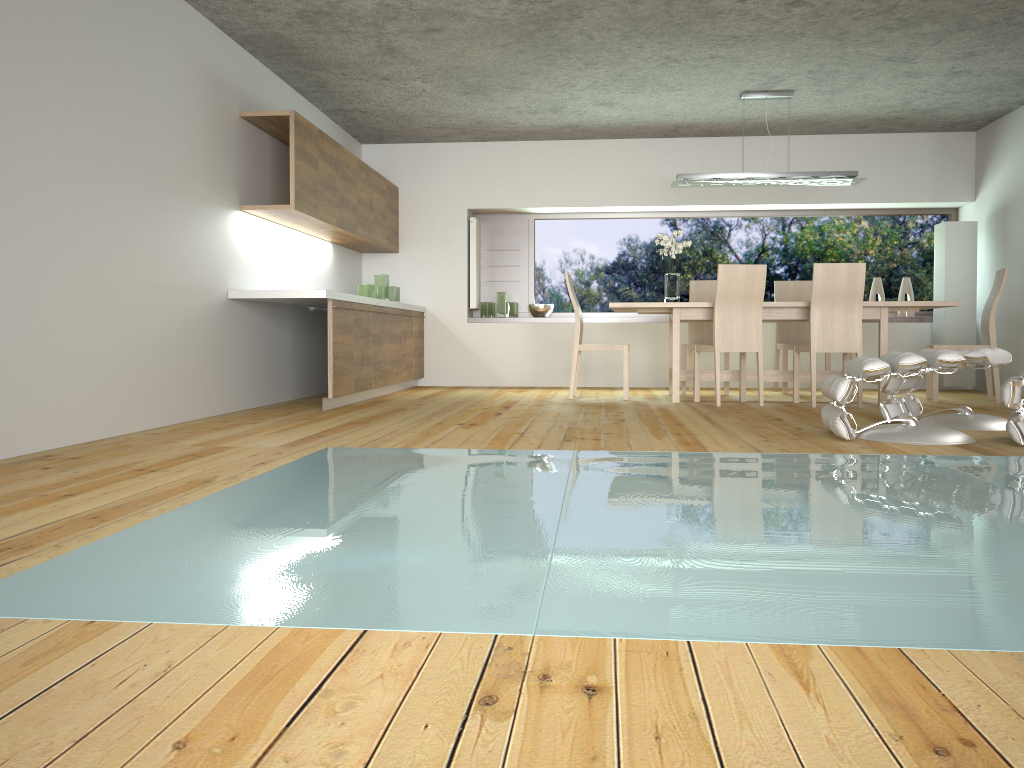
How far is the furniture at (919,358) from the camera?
4.1 meters

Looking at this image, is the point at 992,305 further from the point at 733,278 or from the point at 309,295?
the point at 309,295

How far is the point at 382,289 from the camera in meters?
7.9 m

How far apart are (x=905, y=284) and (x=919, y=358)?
4.94m

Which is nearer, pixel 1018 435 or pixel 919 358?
pixel 1018 435

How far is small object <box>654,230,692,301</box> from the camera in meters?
7.1 m

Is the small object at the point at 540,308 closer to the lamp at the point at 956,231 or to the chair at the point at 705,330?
the chair at the point at 705,330

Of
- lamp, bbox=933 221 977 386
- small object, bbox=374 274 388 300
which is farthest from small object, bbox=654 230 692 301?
lamp, bbox=933 221 977 386

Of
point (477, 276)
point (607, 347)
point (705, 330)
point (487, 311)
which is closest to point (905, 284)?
point (705, 330)

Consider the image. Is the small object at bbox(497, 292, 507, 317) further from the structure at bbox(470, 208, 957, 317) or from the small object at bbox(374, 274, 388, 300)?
the small object at bbox(374, 274, 388, 300)
